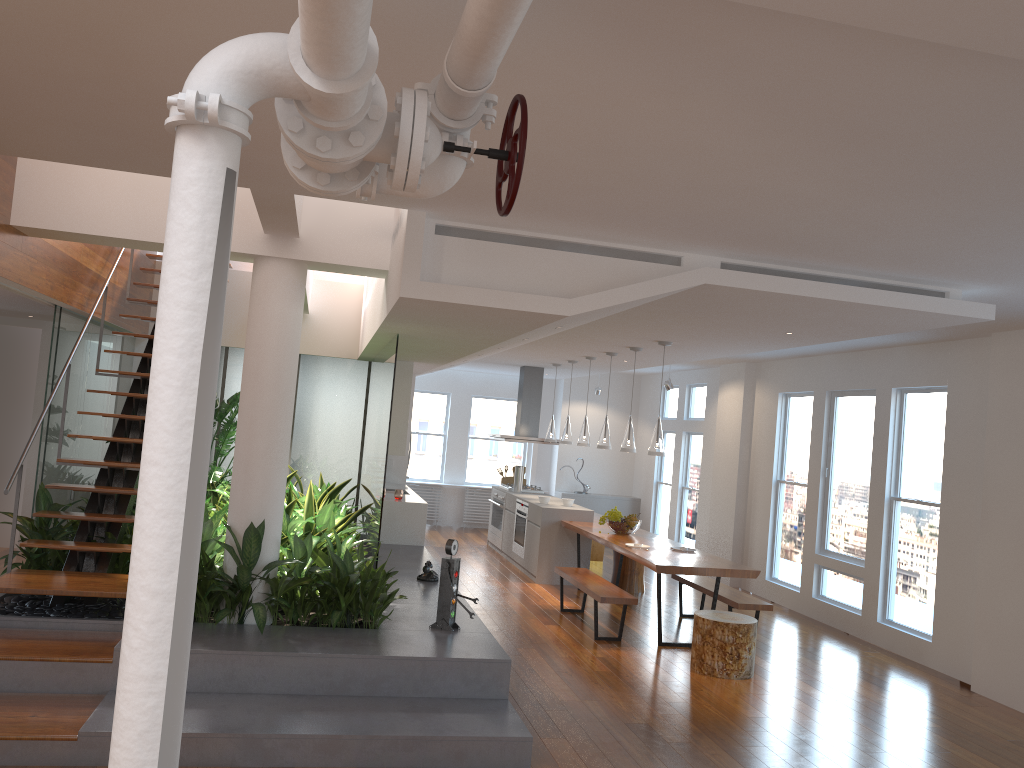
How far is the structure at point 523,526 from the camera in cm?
1049

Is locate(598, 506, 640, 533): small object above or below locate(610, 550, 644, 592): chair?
above

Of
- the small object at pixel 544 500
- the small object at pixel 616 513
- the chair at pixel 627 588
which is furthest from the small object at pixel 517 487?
the small object at pixel 616 513

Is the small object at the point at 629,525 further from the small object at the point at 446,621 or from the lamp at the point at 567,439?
the small object at the point at 446,621

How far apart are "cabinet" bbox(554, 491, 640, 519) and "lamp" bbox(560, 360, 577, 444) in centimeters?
354cm

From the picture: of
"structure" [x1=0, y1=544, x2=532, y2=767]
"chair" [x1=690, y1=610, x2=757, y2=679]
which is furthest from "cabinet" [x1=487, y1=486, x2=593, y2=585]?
"chair" [x1=690, y1=610, x2=757, y2=679]

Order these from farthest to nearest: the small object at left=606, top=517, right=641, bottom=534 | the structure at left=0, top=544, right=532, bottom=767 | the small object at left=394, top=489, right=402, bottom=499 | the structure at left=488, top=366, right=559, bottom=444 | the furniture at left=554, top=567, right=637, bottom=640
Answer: the structure at left=488, top=366, right=559, bottom=444, the small object at left=394, top=489, right=402, bottom=499, the small object at left=606, top=517, right=641, bottom=534, the furniture at left=554, top=567, right=637, bottom=640, the structure at left=0, top=544, right=532, bottom=767

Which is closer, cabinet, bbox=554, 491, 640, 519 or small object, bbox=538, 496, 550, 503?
small object, bbox=538, 496, 550, 503

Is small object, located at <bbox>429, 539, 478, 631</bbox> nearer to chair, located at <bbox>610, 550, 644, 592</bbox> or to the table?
the table

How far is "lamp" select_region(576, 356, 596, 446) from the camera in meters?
9.7 m
